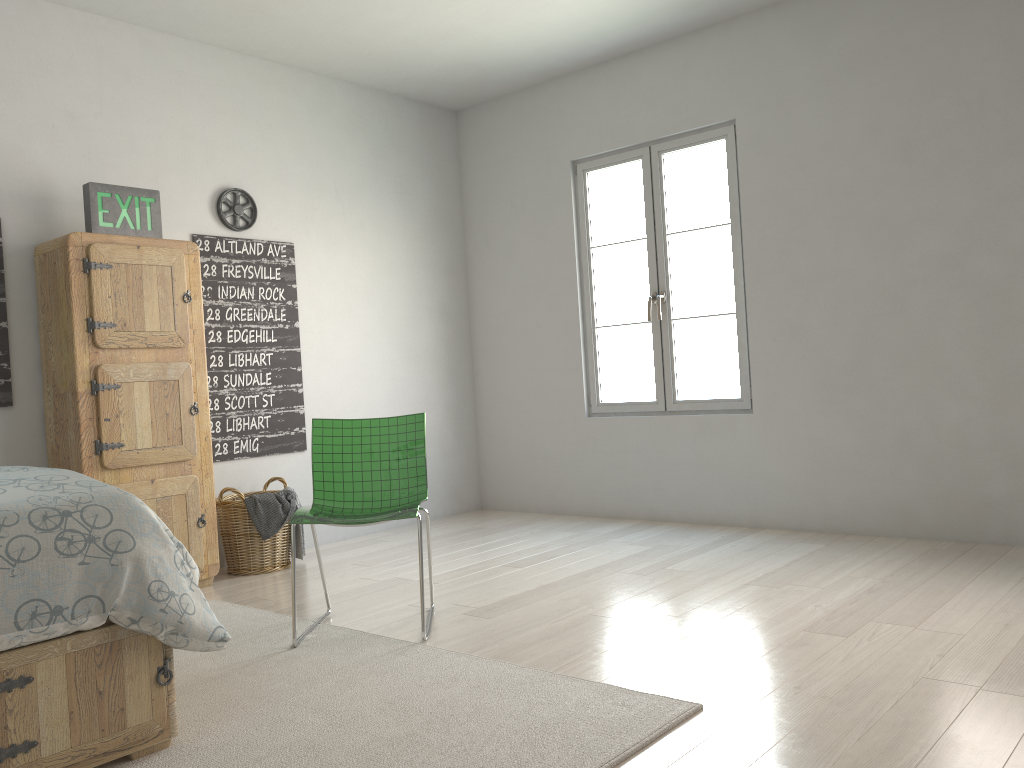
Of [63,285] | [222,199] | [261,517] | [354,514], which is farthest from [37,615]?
[222,199]

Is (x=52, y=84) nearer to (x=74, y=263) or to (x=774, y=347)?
(x=74, y=263)

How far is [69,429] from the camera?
3.7m

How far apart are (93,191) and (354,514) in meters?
1.9

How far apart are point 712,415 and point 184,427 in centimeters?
267cm

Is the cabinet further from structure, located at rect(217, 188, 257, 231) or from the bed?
the bed

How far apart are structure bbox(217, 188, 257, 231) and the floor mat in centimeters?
196cm

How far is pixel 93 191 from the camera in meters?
3.8 m

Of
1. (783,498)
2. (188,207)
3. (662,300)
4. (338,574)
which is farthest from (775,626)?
(188,207)

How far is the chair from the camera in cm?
303
